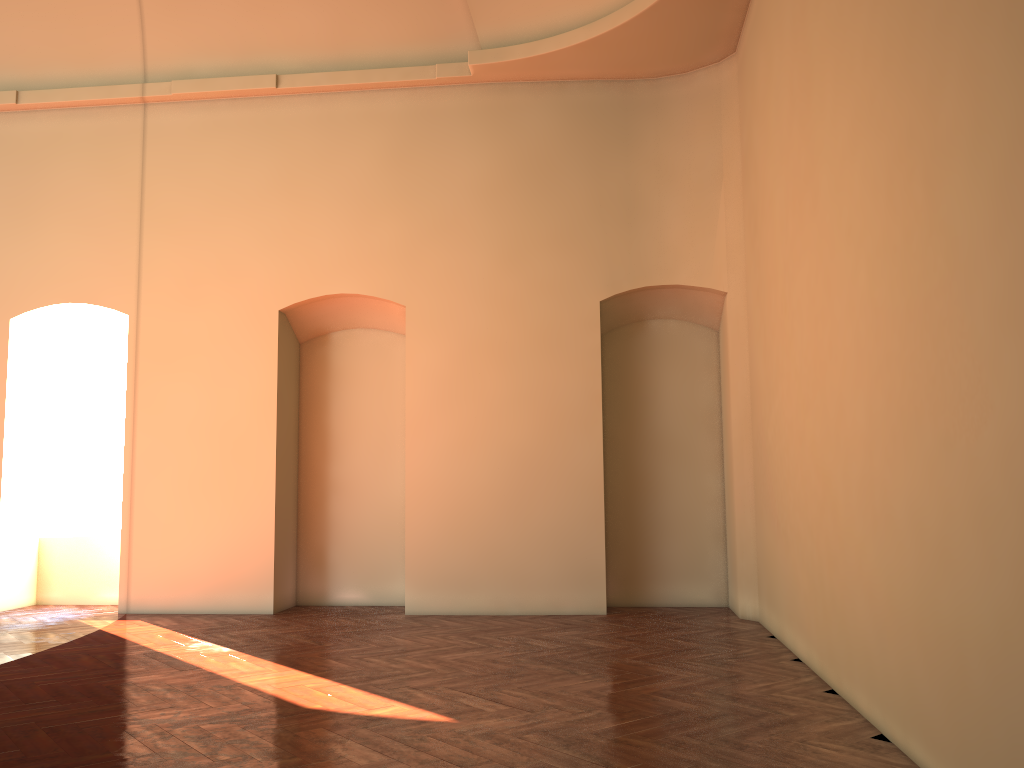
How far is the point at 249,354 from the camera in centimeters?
901cm

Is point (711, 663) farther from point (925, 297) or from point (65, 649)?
point (65, 649)
